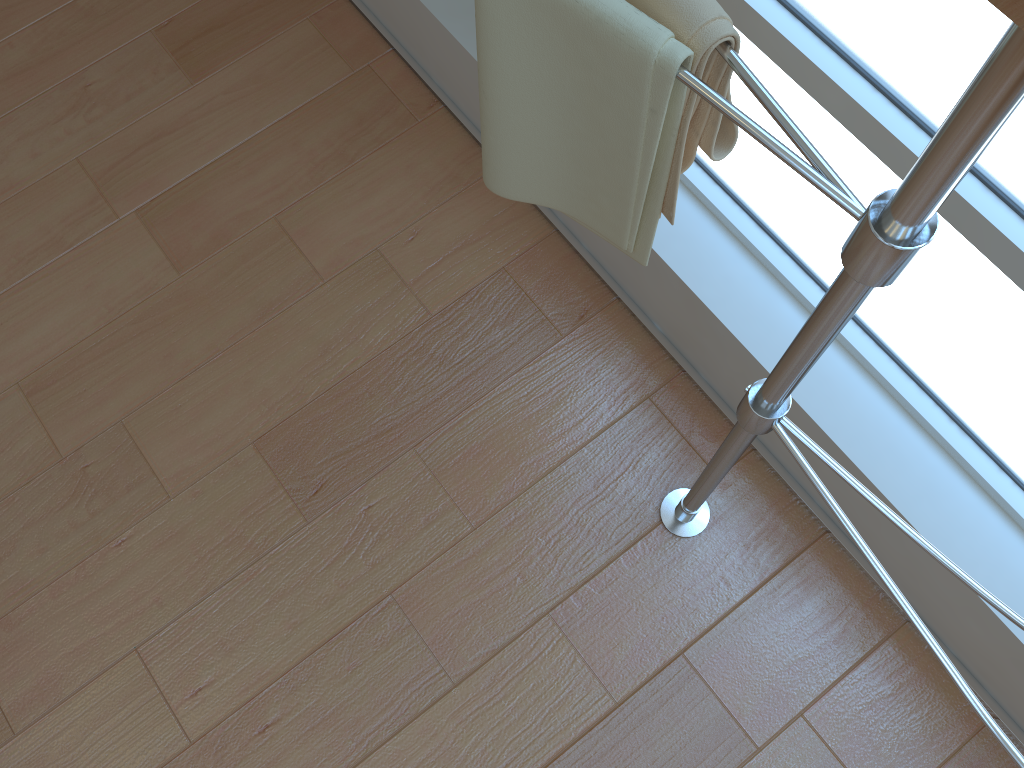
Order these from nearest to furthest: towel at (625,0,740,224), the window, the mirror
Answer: the mirror
towel at (625,0,740,224)
the window

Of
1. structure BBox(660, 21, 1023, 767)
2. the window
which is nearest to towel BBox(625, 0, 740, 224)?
structure BBox(660, 21, 1023, 767)

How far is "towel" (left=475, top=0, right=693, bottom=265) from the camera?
0.7m

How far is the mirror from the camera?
0.4m

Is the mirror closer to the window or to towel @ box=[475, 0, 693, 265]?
towel @ box=[475, 0, 693, 265]

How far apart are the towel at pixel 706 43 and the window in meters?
0.3

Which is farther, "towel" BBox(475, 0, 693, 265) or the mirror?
"towel" BBox(475, 0, 693, 265)

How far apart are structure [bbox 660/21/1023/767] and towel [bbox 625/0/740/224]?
0.0 meters

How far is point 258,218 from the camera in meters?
1.8

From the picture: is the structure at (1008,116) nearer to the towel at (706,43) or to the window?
the towel at (706,43)
